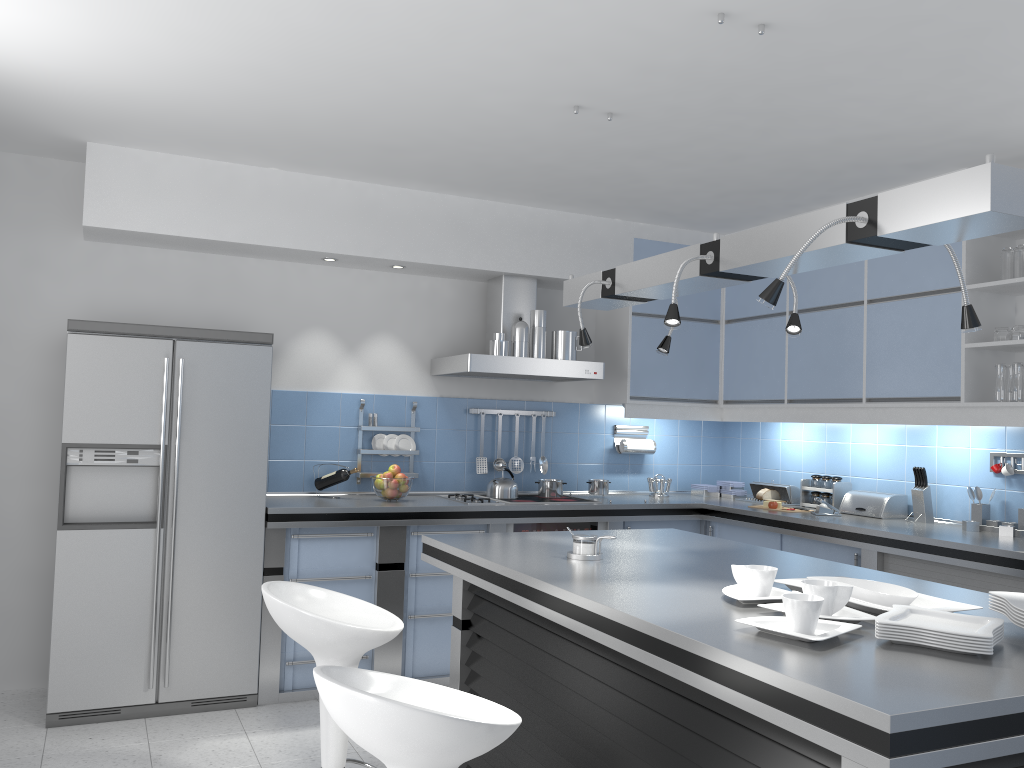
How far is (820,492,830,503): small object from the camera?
5.3 meters

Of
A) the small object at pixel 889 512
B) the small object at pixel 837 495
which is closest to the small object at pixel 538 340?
the small object at pixel 837 495

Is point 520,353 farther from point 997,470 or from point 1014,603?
point 1014,603

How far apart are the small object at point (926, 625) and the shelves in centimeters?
242cm

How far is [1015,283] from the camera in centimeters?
403cm

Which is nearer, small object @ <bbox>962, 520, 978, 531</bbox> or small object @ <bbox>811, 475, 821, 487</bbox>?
small object @ <bbox>962, 520, 978, 531</bbox>

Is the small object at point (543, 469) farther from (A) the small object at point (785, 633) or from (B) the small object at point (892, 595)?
(A) the small object at point (785, 633)

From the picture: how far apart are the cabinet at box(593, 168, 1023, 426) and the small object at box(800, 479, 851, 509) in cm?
41

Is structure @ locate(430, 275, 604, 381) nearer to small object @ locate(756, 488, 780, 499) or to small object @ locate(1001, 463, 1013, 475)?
small object @ locate(756, 488, 780, 499)

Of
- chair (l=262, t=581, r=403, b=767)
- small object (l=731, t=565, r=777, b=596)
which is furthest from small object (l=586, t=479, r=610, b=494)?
small object (l=731, t=565, r=777, b=596)
